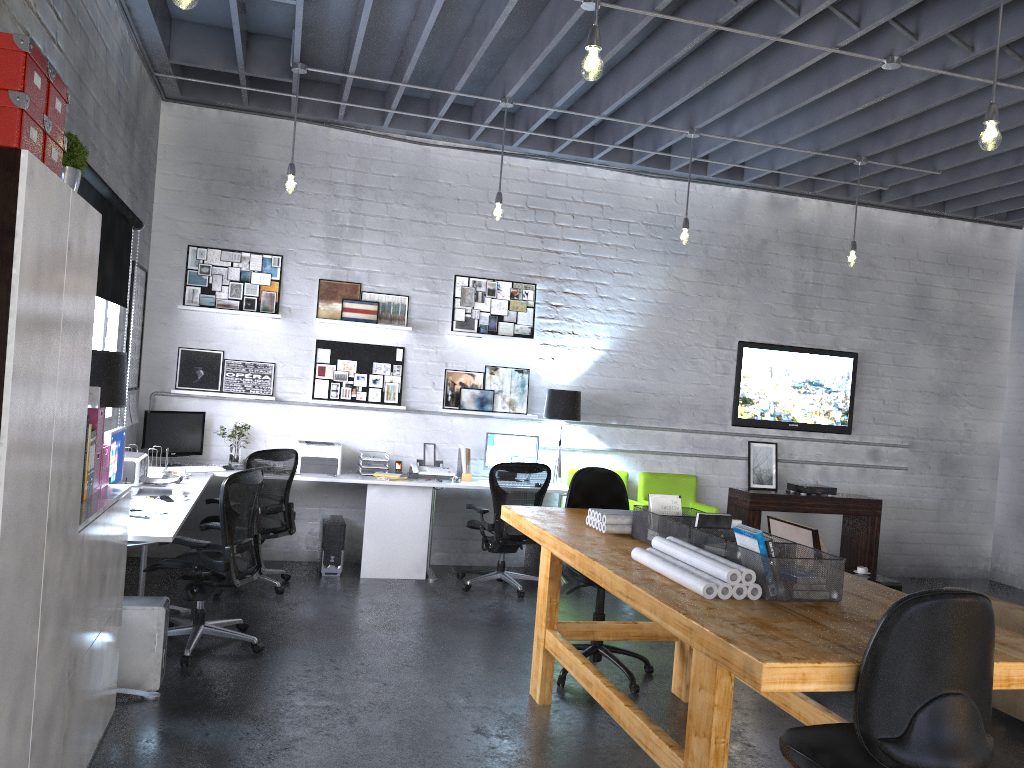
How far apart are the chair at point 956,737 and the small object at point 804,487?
5.95m

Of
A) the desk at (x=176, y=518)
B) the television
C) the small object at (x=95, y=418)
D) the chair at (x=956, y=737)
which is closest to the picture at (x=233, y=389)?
the desk at (x=176, y=518)

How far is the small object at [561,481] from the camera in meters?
7.5 m

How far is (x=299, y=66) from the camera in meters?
6.0

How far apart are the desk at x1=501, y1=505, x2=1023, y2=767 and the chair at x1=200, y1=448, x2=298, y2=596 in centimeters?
209cm

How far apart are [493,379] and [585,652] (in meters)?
3.32

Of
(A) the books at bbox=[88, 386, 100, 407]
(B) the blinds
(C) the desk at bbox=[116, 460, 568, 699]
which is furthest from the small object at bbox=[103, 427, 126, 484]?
(A) the books at bbox=[88, 386, 100, 407]

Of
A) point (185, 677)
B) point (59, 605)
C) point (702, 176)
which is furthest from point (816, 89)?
point (59, 605)

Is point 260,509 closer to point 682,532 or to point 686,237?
point 682,532

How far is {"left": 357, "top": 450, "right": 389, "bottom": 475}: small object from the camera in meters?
7.3
